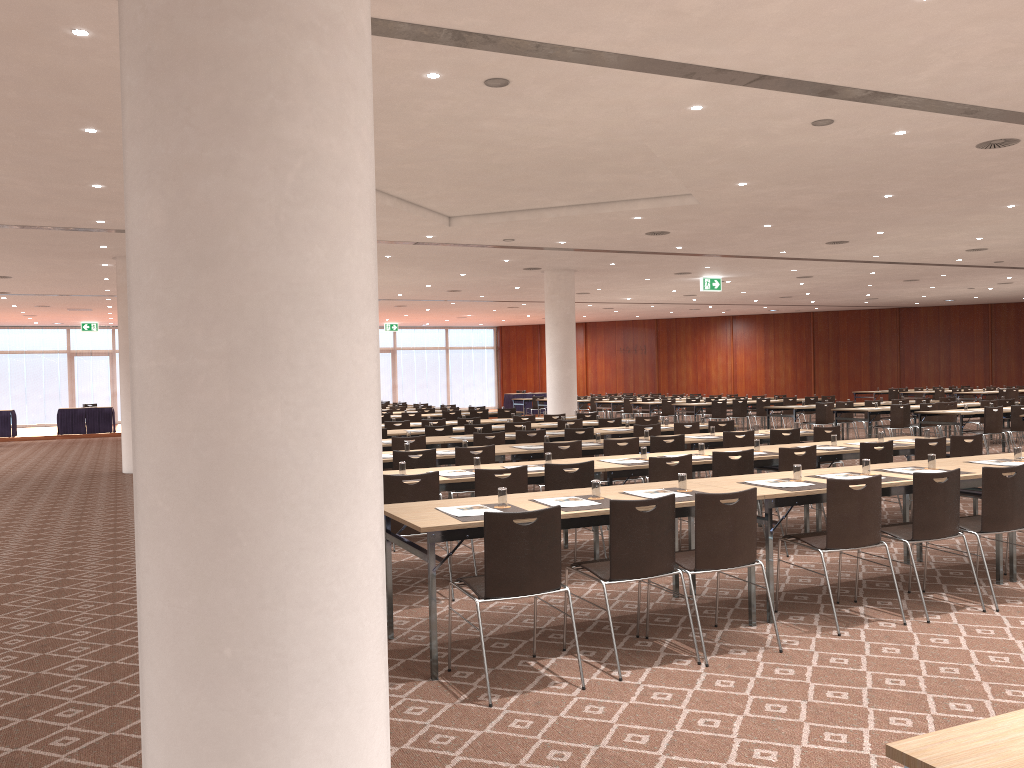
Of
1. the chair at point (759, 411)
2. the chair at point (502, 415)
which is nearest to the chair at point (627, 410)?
the chair at point (759, 411)

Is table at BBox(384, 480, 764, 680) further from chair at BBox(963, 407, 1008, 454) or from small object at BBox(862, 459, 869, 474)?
chair at BBox(963, 407, 1008, 454)

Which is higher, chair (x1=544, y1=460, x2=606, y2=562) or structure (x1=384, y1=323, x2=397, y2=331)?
structure (x1=384, y1=323, x2=397, y2=331)

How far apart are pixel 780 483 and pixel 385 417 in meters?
12.9 m

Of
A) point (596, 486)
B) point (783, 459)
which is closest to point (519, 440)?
point (783, 459)

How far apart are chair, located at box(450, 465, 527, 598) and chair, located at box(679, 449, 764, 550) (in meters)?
1.83

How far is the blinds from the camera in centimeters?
3353cm

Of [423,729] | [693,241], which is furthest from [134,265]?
[693,241]

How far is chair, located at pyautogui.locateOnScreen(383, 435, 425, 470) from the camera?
10.54m

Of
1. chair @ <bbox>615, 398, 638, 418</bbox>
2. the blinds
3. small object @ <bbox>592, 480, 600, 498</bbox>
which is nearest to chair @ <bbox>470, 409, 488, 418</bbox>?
chair @ <bbox>615, 398, 638, 418</bbox>
